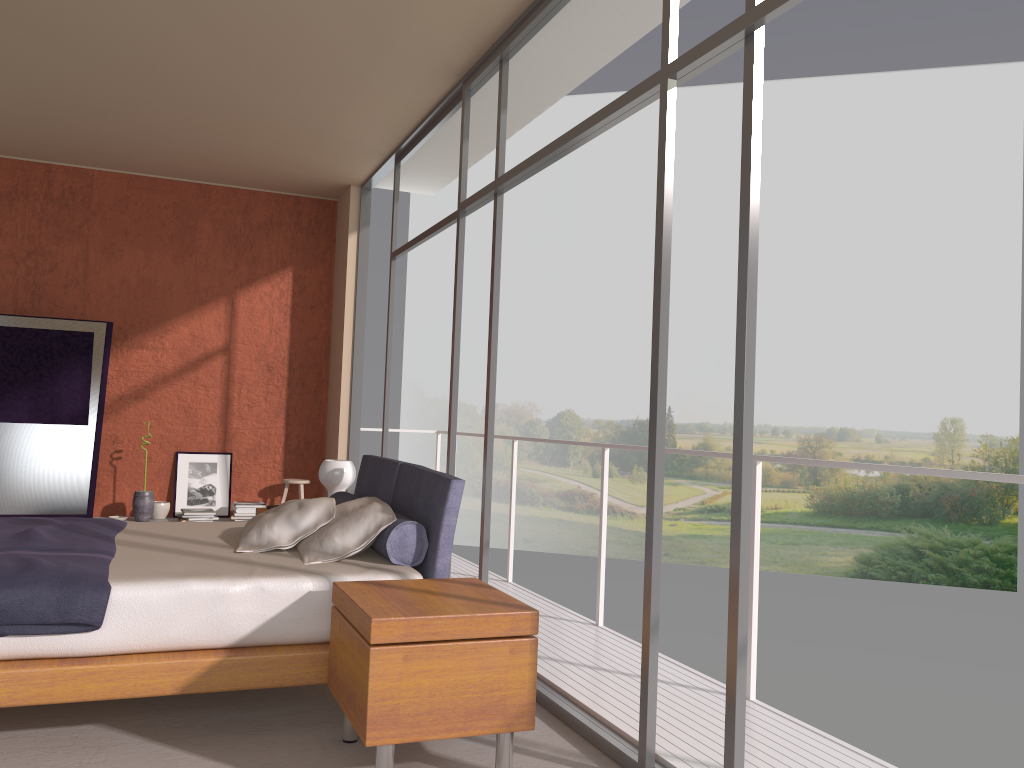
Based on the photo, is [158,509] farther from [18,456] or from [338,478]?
[338,478]

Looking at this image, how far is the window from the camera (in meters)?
2.59

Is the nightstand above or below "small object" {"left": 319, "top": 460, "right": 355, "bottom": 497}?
below

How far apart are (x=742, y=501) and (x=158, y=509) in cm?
590

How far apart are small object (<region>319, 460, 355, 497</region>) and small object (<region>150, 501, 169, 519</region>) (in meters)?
2.59

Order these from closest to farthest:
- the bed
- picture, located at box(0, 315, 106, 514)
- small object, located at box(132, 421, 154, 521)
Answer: the bed < picture, located at box(0, 315, 106, 514) < small object, located at box(132, 421, 154, 521)

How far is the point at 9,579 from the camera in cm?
299

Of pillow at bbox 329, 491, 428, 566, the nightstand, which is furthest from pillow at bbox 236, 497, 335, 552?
the nightstand

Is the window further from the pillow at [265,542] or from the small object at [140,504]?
the small object at [140,504]

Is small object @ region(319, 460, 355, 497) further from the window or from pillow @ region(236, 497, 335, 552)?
pillow @ region(236, 497, 335, 552)
